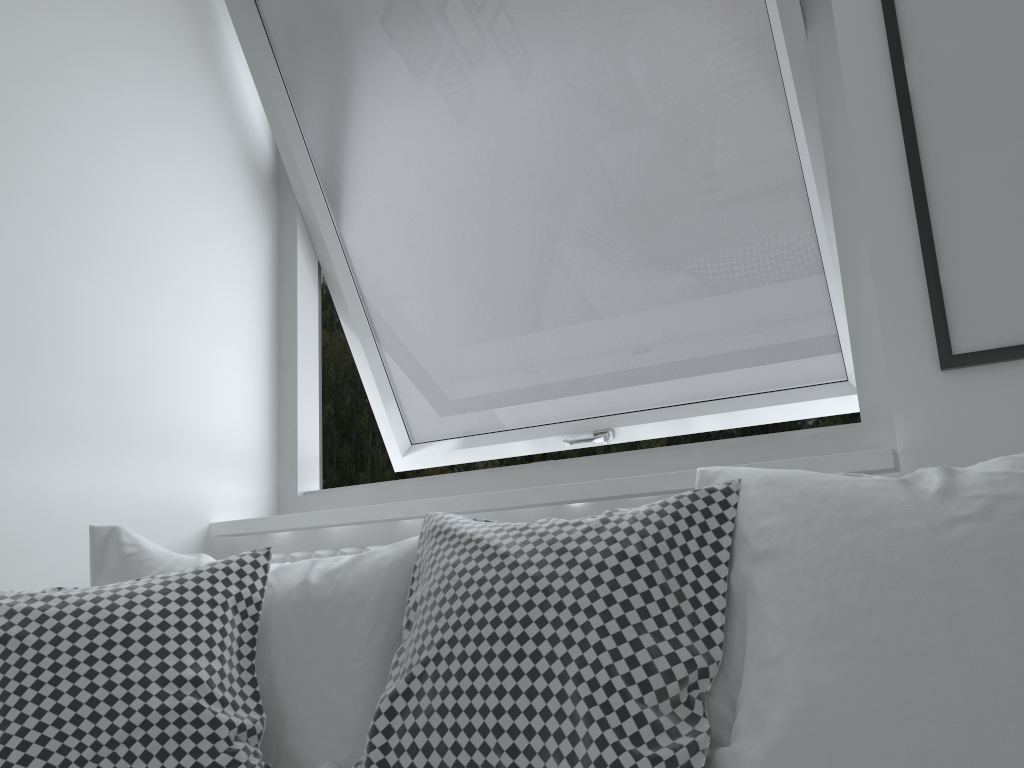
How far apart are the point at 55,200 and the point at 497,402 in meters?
1.1

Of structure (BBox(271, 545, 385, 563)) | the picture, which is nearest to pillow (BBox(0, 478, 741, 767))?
structure (BBox(271, 545, 385, 563))

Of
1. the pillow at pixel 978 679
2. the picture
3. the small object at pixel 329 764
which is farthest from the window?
the small object at pixel 329 764

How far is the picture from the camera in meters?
1.3

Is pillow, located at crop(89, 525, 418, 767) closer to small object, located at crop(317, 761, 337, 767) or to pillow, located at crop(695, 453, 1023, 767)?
small object, located at crop(317, 761, 337, 767)

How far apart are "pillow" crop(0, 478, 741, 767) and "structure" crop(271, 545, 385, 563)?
0.3m

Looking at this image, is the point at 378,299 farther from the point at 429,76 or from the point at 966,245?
the point at 966,245

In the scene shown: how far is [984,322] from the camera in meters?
1.3 m

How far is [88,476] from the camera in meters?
1.7

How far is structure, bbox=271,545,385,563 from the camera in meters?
1.7 m
